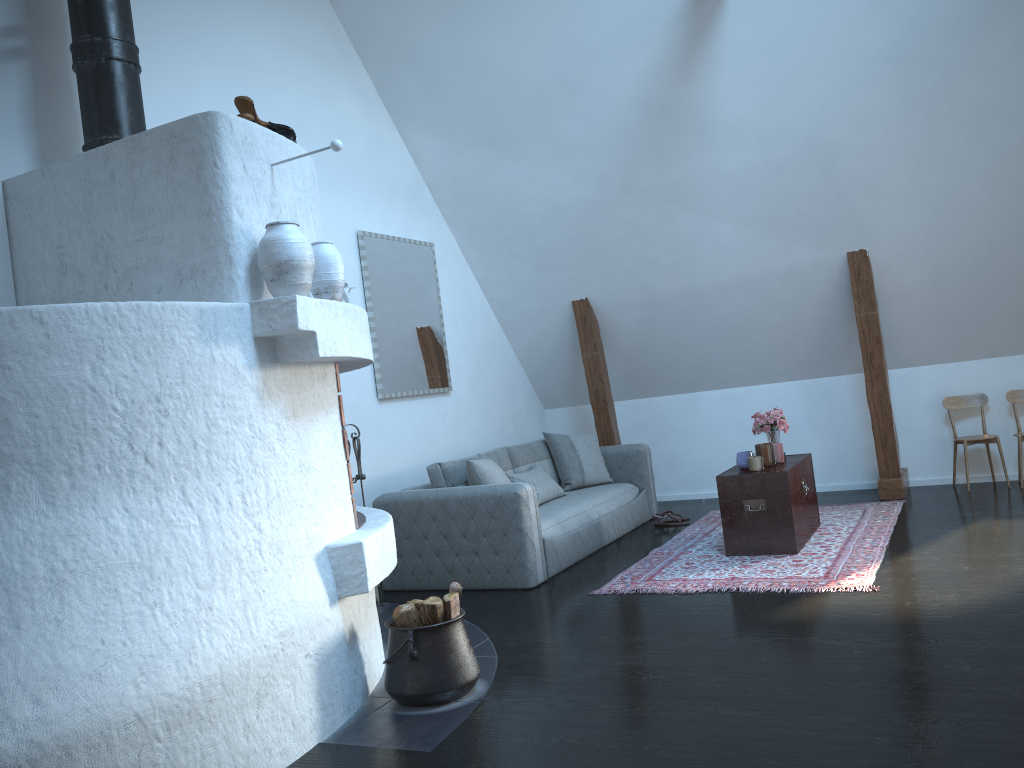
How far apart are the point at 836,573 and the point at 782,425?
1.41m

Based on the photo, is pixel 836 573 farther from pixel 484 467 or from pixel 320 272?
pixel 320 272

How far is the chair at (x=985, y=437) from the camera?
6.6m

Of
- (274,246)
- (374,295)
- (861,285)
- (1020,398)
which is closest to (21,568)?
(274,246)

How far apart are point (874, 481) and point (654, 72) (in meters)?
3.75

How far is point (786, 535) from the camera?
5.21m

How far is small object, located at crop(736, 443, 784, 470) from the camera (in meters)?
5.40

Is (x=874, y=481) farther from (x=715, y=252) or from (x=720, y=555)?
(x=720, y=555)

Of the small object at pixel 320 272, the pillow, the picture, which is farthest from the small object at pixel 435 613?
the picture

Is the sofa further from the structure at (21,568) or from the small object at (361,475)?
the structure at (21,568)
